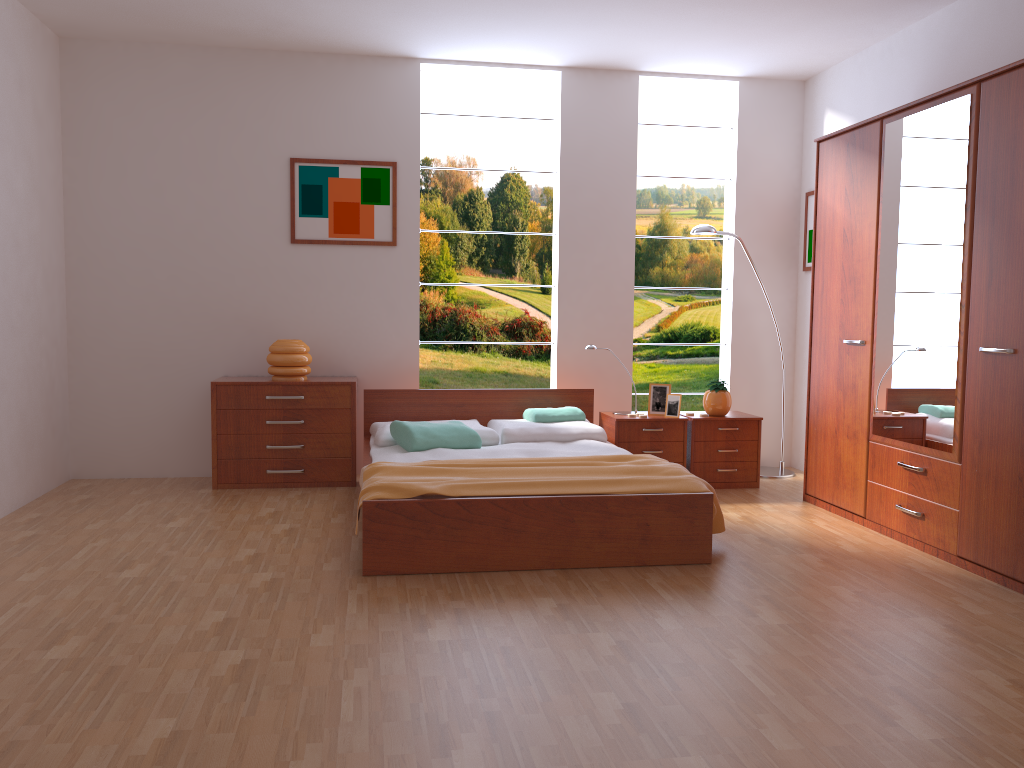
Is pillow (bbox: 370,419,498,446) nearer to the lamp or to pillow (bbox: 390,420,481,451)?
pillow (bbox: 390,420,481,451)

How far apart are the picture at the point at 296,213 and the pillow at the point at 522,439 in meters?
1.3 m

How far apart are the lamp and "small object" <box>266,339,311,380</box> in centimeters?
246cm

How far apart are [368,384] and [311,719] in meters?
3.5 m

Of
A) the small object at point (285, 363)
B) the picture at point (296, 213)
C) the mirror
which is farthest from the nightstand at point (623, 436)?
the small object at point (285, 363)

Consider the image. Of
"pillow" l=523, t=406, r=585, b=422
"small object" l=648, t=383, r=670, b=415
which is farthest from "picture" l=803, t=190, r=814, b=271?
"pillow" l=523, t=406, r=585, b=422

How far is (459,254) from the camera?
7.7 meters

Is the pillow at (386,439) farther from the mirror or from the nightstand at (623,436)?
the mirror

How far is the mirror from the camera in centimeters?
366cm

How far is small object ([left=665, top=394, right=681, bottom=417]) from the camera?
Answer: 5.21m
